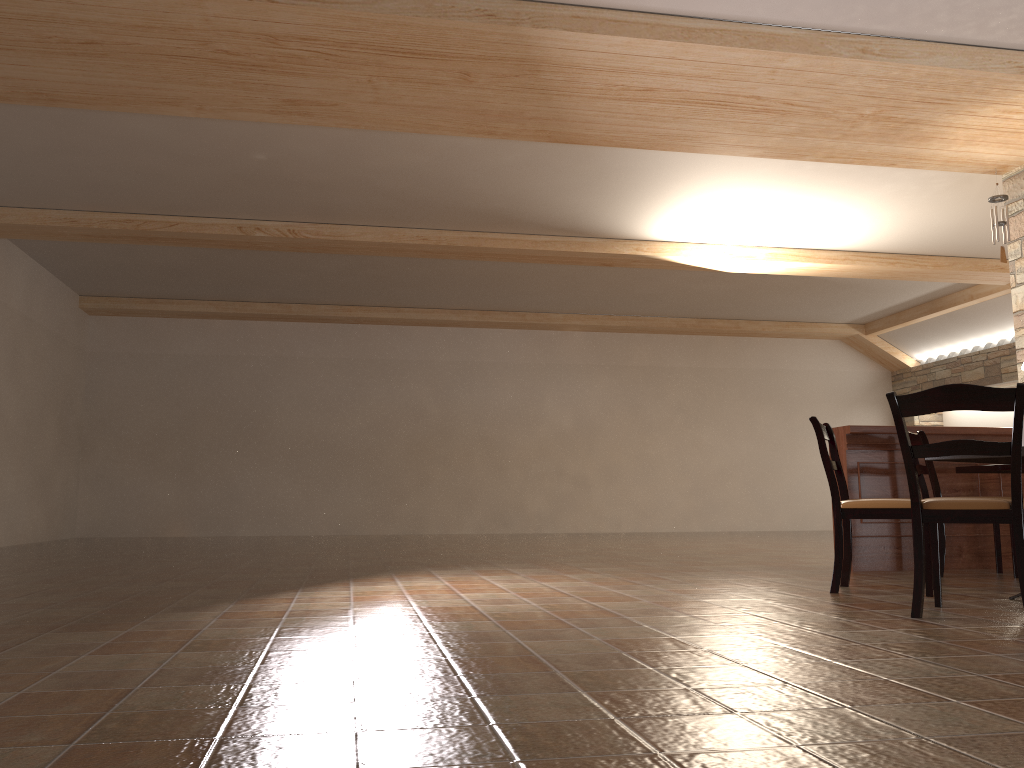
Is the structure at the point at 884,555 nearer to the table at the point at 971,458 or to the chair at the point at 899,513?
the chair at the point at 899,513

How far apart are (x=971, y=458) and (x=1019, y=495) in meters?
0.6

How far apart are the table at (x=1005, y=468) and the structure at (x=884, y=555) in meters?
0.2 m

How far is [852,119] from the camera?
6.09m

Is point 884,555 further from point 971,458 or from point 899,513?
point 971,458

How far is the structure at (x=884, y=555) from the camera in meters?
5.6

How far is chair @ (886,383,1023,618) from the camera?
3.2 meters

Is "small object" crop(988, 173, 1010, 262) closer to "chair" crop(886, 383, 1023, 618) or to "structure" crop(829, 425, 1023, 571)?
"structure" crop(829, 425, 1023, 571)

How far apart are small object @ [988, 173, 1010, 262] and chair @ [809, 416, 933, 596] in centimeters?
331cm

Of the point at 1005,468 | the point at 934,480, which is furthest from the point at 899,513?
the point at 1005,468
